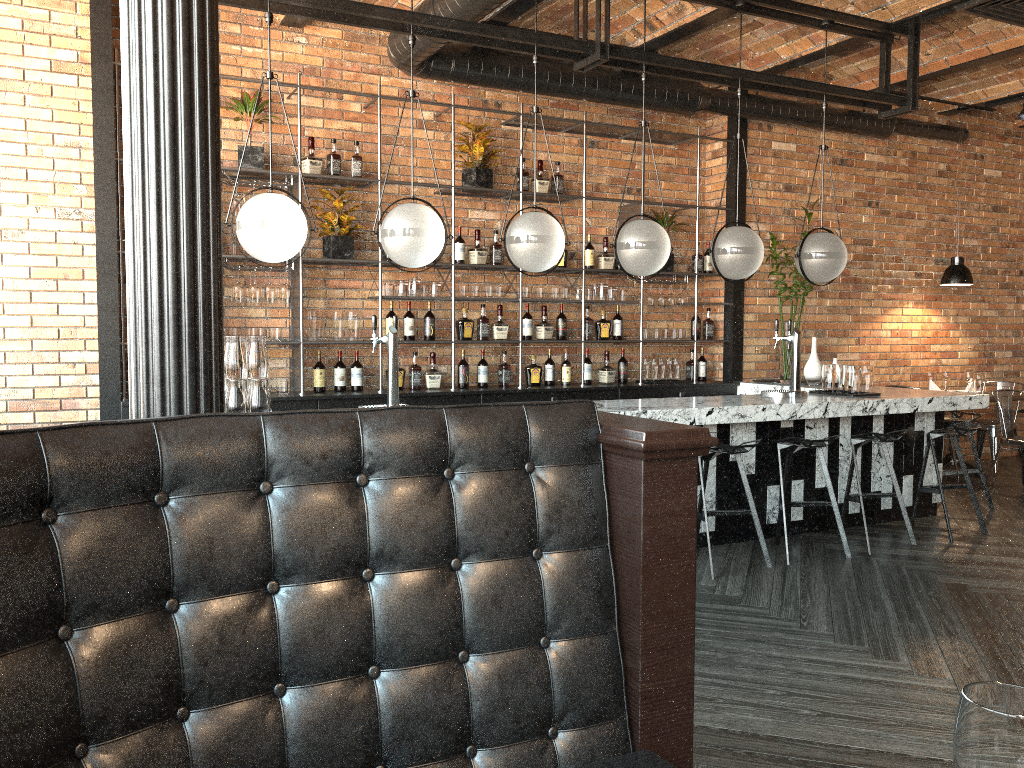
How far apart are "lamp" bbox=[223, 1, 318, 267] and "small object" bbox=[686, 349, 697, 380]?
4.3 meters

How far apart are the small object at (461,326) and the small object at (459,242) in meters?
0.4 m

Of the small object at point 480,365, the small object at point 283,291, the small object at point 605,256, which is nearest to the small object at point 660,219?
the small object at point 605,256

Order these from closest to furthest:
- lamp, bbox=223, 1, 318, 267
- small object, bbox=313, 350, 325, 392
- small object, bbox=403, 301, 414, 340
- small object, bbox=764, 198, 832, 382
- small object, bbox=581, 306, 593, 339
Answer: lamp, bbox=223, 1, 318, 267
small object, bbox=313, 350, 325, 392
small object, bbox=403, 301, 414, 340
small object, bbox=581, 306, 593, 339
small object, bbox=764, 198, 832, 382

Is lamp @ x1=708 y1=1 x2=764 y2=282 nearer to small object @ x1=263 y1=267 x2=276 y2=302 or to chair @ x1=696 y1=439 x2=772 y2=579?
chair @ x1=696 y1=439 x2=772 y2=579

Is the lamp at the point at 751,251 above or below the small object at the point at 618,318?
above

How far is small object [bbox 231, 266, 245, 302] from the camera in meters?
5.9 m

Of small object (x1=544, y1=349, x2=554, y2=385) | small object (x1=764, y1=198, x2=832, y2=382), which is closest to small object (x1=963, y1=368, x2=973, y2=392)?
small object (x1=764, y1=198, x2=832, y2=382)

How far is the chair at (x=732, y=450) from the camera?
4.9 meters

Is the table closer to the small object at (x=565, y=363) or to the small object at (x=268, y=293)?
the small object at (x=565, y=363)
